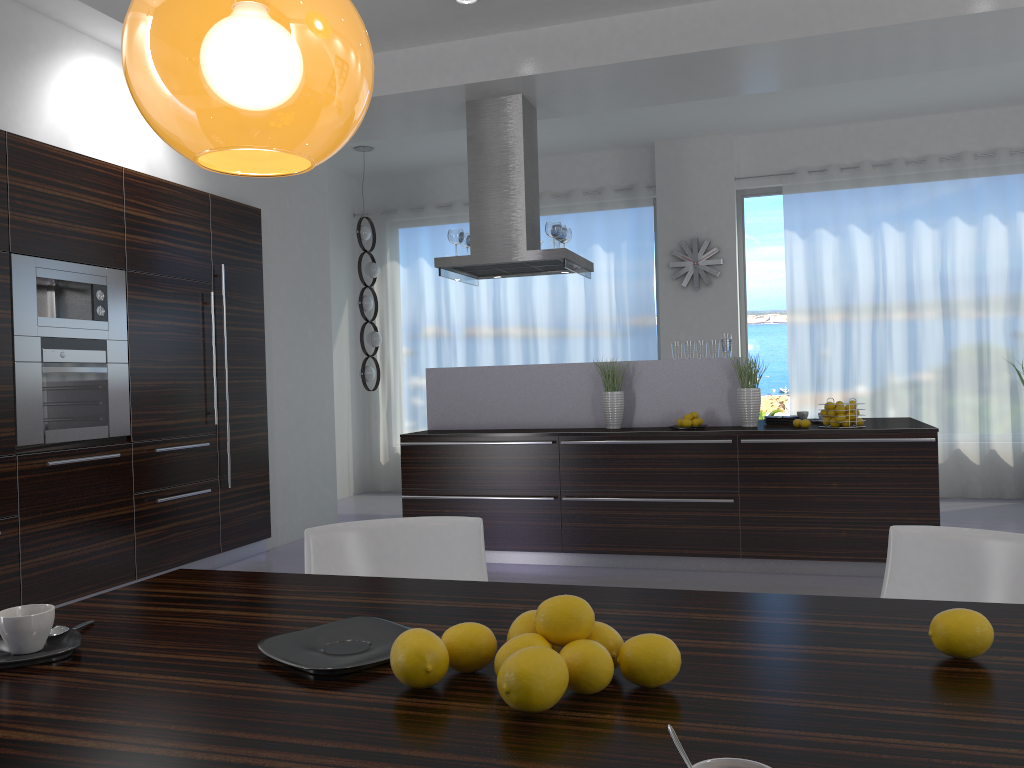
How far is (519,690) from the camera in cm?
106

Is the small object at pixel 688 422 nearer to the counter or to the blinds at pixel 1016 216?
the counter

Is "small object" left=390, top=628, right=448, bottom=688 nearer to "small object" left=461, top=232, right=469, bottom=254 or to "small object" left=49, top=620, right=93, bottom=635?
"small object" left=49, top=620, right=93, bottom=635

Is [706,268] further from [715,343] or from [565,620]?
[565,620]

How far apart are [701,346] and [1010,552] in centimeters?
383cm

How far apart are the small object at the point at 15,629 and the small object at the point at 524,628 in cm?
74

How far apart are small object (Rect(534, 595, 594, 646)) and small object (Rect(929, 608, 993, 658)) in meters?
0.5

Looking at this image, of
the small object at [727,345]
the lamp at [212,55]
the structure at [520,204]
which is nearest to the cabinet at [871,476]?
the small object at [727,345]

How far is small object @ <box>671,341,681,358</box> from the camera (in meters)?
5.87

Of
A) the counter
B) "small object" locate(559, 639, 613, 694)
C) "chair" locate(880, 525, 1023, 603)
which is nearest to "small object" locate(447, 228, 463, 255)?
the counter
